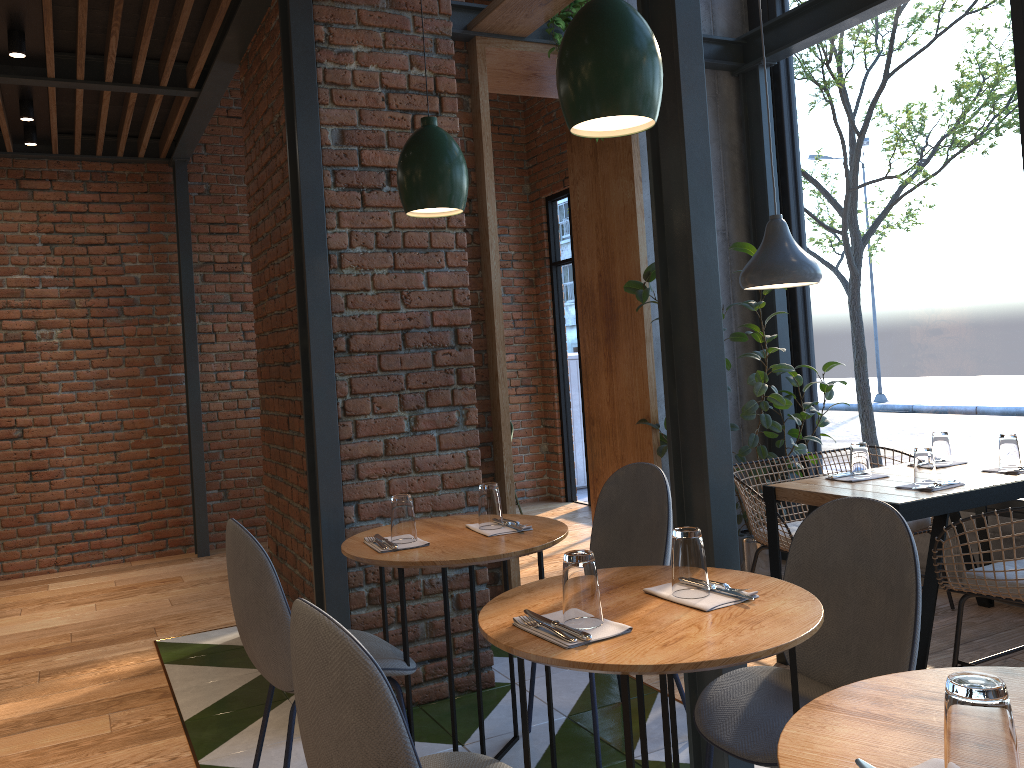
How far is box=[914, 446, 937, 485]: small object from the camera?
3.29m

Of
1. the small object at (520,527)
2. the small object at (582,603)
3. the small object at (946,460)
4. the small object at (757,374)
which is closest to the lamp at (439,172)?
the small object at (520,527)

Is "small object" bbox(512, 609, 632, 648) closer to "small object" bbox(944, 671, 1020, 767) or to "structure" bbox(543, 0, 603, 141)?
"small object" bbox(944, 671, 1020, 767)

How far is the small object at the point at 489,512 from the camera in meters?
2.8

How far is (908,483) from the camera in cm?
340

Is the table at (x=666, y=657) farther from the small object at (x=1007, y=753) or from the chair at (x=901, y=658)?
the small object at (x=1007, y=753)

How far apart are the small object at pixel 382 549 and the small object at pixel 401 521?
0.02m

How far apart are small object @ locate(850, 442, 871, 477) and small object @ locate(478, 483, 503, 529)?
1.6m

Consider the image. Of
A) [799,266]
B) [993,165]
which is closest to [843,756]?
[799,266]

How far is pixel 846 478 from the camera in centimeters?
358cm
